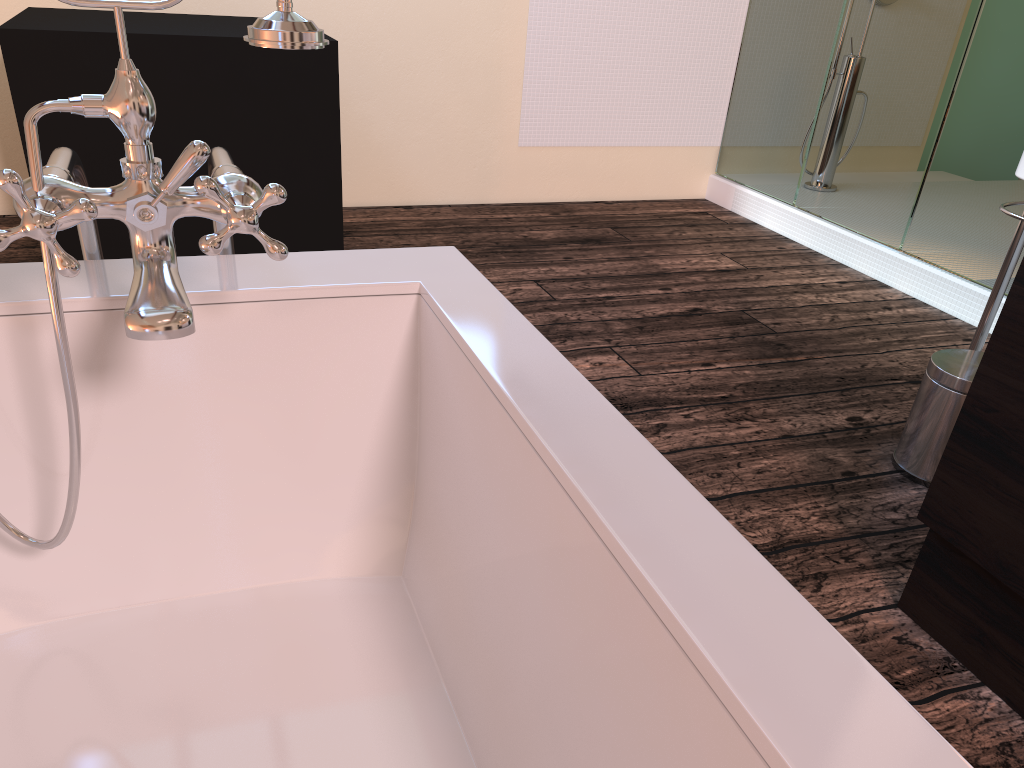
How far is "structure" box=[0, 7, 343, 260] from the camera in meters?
2.4 m

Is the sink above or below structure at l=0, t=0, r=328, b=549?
below

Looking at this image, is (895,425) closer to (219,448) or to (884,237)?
(884,237)

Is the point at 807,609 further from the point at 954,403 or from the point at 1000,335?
the point at 954,403

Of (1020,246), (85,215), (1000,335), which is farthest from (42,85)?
(1020,246)

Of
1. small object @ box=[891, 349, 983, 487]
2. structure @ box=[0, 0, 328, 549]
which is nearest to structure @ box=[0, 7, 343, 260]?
structure @ box=[0, 0, 328, 549]

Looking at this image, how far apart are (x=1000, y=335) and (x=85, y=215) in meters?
1.3

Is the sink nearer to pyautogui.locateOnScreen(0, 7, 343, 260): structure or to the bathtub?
the bathtub

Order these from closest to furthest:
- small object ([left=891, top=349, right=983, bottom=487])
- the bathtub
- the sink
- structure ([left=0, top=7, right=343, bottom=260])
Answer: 1. the bathtub
2. small object ([left=891, top=349, right=983, bottom=487])
3. the sink
4. structure ([left=0, top=7, right=343, bottom=260])

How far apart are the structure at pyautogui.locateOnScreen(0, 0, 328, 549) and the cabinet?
1.1 meters
